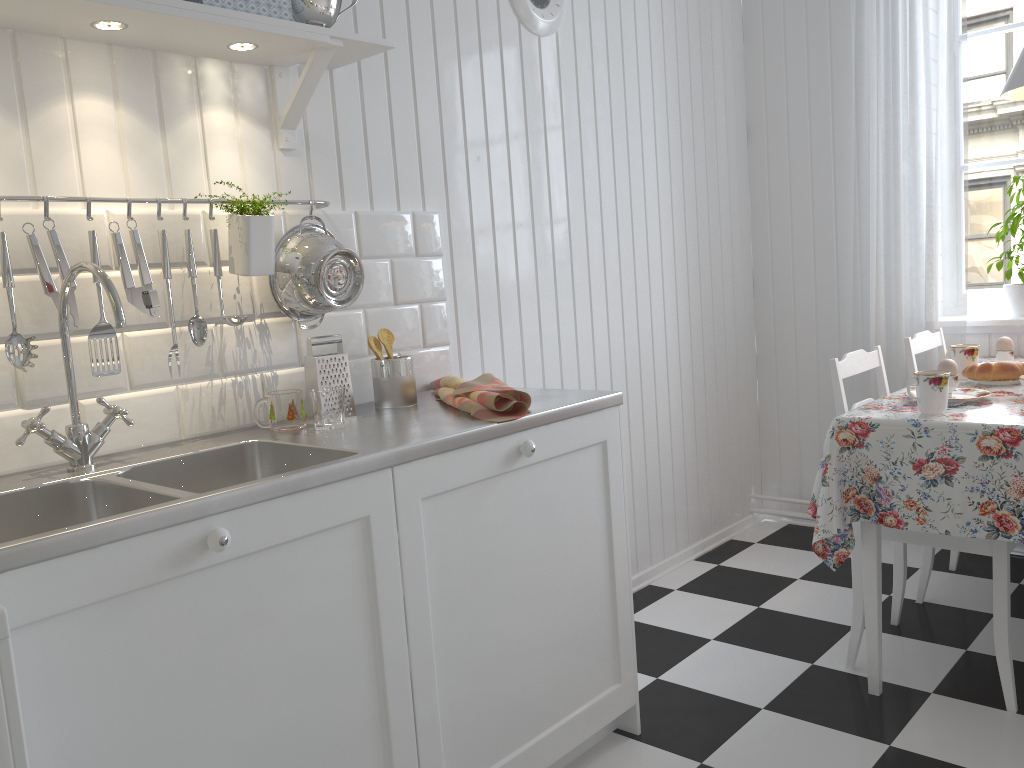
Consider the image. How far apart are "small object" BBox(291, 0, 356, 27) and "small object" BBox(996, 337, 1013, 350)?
2.1 meters

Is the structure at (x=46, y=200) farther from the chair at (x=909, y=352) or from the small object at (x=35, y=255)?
the chair at (x=909, y=352)

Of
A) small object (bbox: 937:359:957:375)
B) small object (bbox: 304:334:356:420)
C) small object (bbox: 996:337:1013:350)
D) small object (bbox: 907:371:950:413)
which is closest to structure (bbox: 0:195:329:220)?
small object (bbox: 304:334:356:420)

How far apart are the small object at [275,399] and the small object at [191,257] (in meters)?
0.17

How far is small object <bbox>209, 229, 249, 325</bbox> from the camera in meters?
1.7 m

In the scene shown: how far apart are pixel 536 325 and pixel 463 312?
0.3m

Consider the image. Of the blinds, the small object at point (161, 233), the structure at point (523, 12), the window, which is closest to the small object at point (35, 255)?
the small object at point (161, 233)

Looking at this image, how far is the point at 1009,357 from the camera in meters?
2.7 m

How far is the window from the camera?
3.2 meters

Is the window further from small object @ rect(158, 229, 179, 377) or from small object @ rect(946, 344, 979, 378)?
small object @ rect(158, 229, 179, 377)
